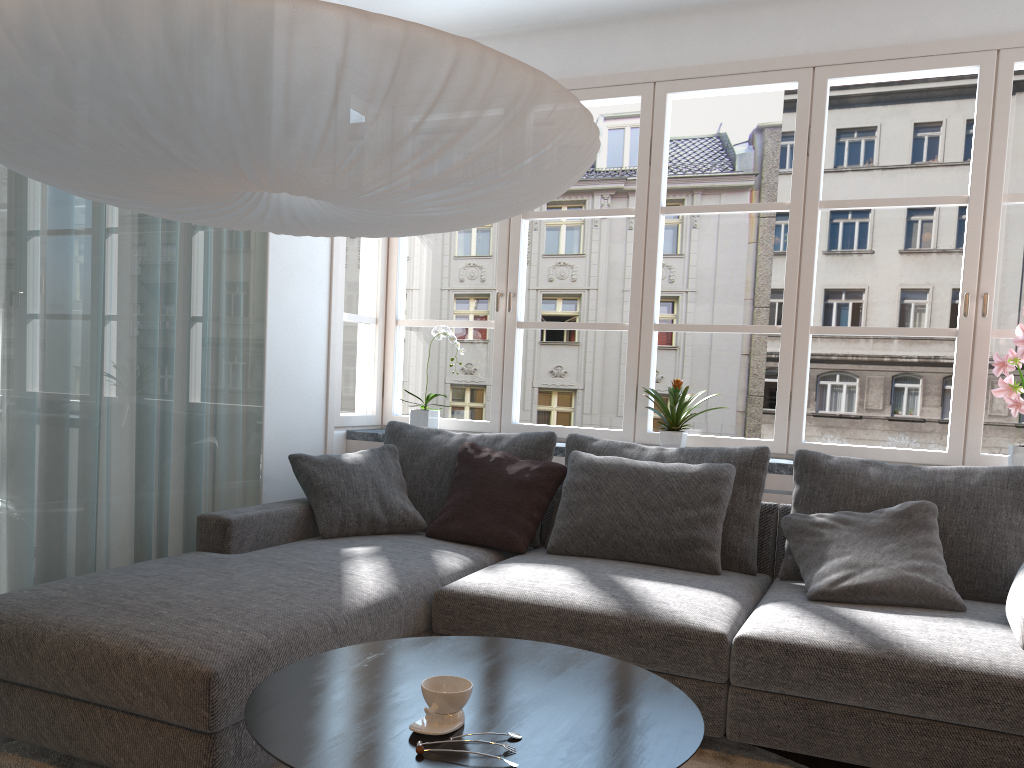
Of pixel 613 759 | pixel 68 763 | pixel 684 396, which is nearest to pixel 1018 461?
pixel 684 396

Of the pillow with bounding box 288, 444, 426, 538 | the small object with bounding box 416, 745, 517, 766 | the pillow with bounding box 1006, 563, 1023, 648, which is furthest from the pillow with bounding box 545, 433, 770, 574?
the small object with bounding box 416, 745, 517, 766

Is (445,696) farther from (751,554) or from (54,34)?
(751,554)

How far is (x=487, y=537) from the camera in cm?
Answer: 339

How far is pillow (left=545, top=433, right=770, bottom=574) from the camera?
3.2m

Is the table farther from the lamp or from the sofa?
the lamp

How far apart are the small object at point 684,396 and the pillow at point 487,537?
0.5m

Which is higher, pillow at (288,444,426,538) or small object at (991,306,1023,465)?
small object at (991,306,1023,465)

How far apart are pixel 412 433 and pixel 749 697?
2.0m

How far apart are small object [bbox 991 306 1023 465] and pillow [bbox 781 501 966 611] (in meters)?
0.62
